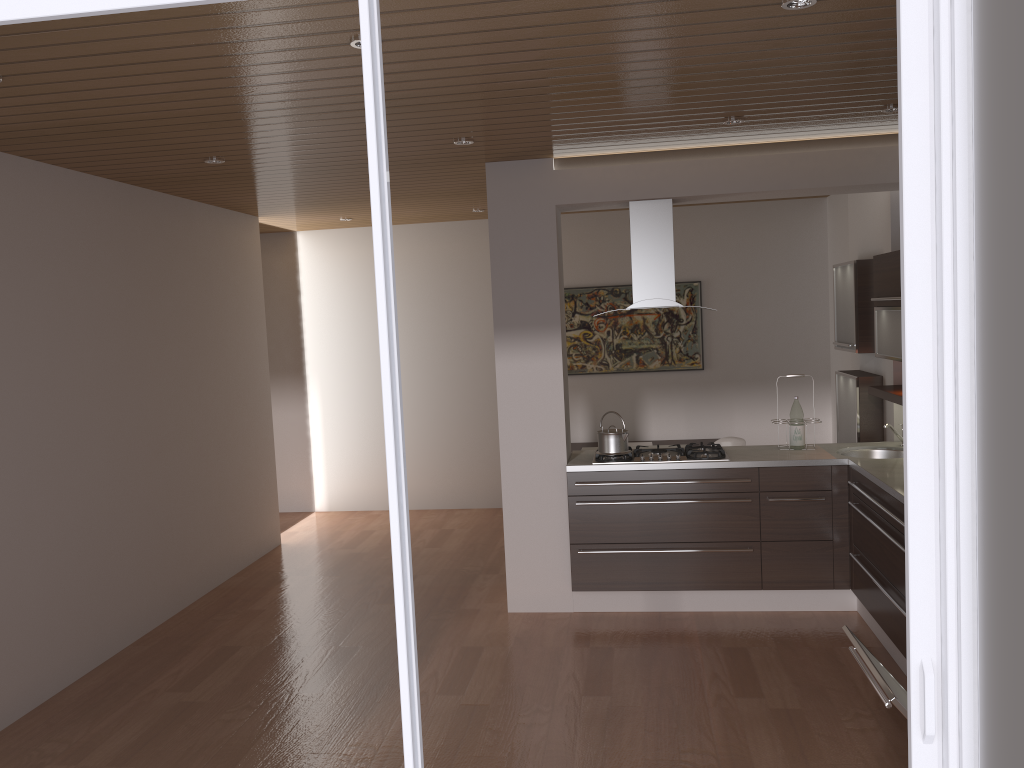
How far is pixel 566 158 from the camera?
5.2m

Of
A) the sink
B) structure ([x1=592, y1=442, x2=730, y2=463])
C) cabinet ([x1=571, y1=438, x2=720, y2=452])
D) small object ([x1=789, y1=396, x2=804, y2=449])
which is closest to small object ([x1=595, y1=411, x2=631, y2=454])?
structure ([x1=592, y1=442, x2=730, y2=463])

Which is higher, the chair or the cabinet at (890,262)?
the cabinet at (890,262)

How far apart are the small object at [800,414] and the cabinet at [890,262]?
0.55m

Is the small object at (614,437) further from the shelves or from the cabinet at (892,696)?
the cabinet at (892,696)

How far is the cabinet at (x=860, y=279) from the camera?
5.7 meters

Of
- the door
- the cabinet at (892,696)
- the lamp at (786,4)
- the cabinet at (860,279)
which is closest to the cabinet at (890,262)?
the cabinet at (860,279)

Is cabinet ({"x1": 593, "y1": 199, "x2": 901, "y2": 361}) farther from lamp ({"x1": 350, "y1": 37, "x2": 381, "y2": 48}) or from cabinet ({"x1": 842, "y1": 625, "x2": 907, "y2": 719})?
lamp ({"x1": 350, "y1": 37, "x2": 381, "y2": 48})

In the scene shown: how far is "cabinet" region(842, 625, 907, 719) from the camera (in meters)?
2.55

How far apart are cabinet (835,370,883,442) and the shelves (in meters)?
0.30
